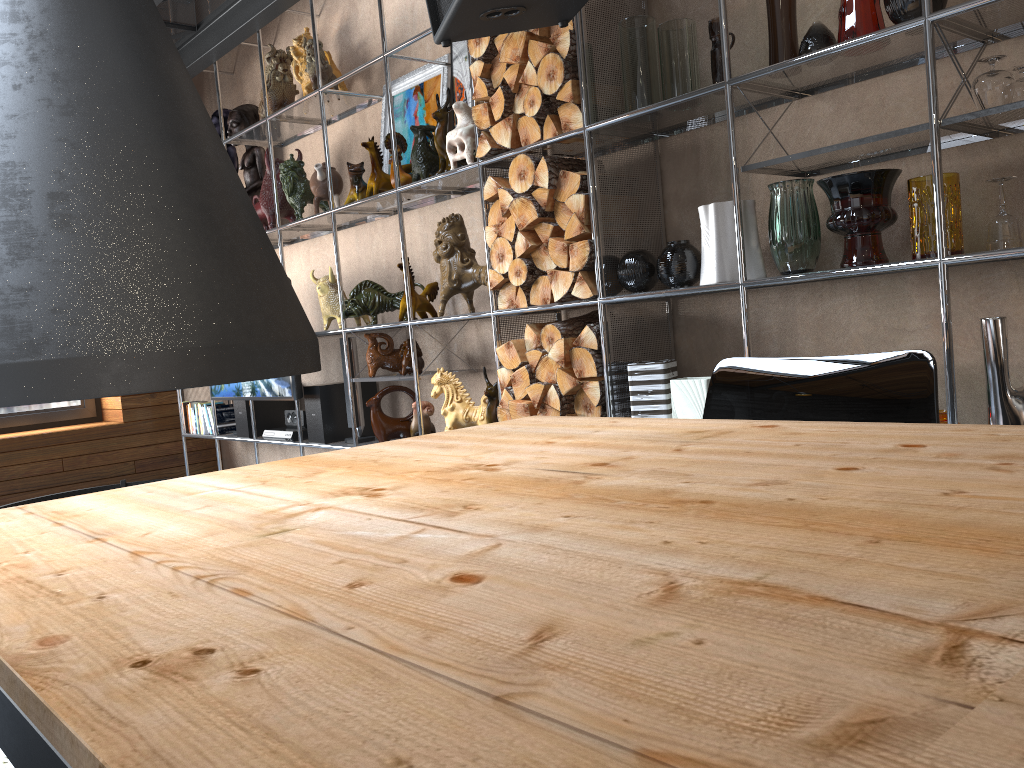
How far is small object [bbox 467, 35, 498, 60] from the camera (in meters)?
3.21

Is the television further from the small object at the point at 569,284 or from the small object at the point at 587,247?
the small object at the point at 587,247

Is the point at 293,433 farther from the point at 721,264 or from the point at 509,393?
the point at 721,264

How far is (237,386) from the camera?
5.0 meters

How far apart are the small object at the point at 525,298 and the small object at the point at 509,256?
0.1 meters

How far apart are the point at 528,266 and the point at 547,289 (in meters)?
0.11

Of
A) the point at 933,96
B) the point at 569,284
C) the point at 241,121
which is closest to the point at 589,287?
the point at 569,284

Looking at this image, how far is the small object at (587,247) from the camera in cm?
296

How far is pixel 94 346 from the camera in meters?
1.8 m

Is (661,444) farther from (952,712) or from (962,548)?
(952,712)
